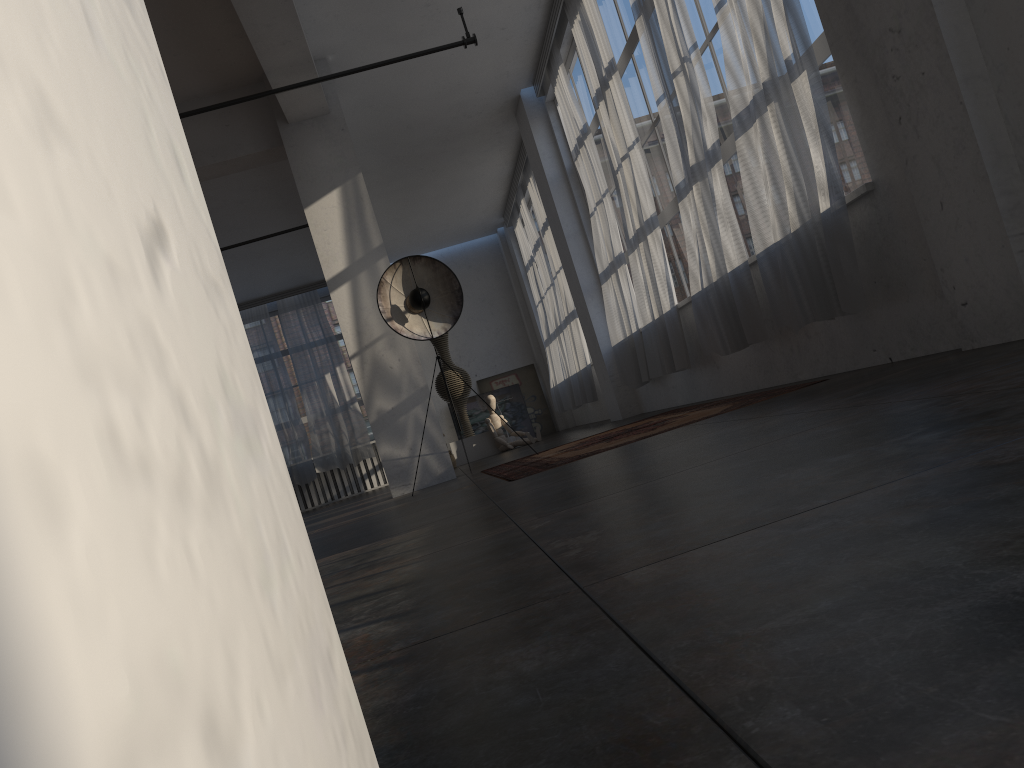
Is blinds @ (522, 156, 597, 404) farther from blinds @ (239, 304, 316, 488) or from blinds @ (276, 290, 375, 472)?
blinds @ (239, 304, 316, 488)

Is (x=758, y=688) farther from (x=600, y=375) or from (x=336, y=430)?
(x=336, y=430)

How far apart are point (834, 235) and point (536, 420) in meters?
12.6

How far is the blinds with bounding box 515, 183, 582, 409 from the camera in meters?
13.5 m

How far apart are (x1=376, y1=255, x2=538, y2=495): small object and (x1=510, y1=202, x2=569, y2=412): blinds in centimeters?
717cm

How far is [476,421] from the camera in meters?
16.7 m

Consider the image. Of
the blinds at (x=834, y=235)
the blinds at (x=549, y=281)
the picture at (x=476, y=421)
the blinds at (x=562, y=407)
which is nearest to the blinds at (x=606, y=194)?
the blinds at (x=834, y=235)

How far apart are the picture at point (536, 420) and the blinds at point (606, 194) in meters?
7.2 m

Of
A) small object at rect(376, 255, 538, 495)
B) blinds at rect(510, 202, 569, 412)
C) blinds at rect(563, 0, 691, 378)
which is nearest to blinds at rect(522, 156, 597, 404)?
blinds at rect(510, 202, 569, 412)

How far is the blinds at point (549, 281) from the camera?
13.5m
